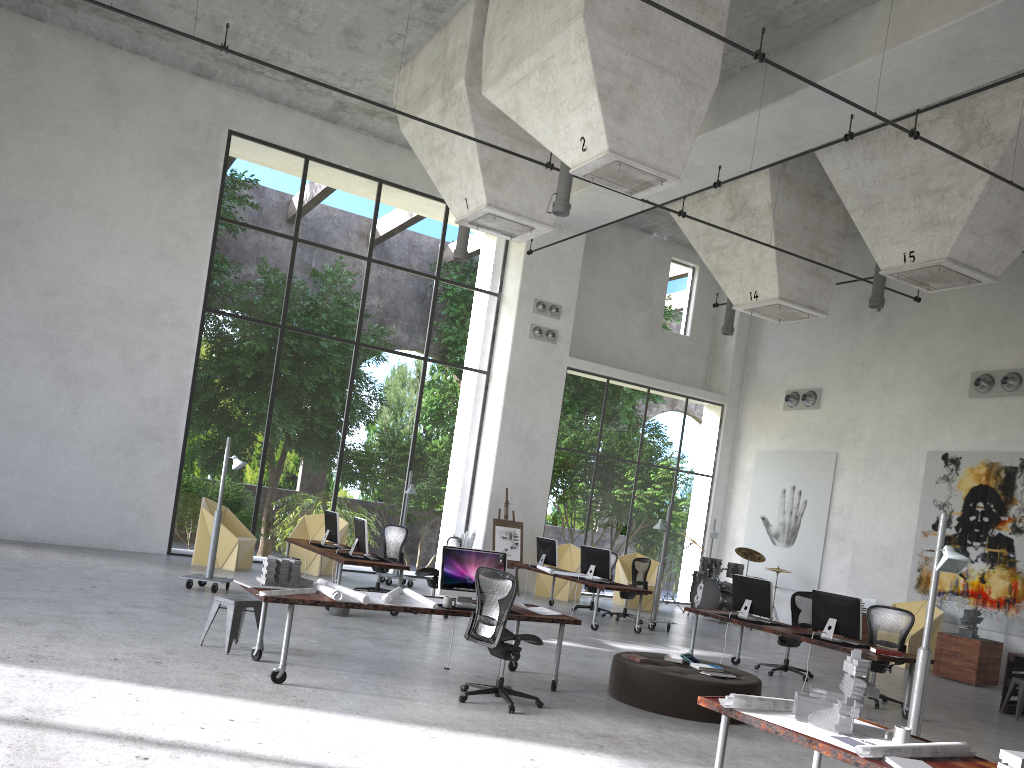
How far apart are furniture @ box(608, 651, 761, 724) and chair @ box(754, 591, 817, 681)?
2.9m

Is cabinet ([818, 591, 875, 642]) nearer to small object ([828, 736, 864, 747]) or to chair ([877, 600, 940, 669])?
chair ([877, 600, 940, 669])

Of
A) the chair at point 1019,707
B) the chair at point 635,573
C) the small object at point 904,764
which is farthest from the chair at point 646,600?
the small object at point 904,764

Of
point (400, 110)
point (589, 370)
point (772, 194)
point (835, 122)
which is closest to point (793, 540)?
point (589, 370)

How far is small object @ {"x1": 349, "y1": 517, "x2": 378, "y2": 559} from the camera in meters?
12.1

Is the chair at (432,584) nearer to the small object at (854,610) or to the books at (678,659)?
the books at (678,659)

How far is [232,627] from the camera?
8.0m

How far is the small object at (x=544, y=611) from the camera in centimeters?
866cm

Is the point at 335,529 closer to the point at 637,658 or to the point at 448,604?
the point at 448,604

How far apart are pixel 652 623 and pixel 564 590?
3.3m
